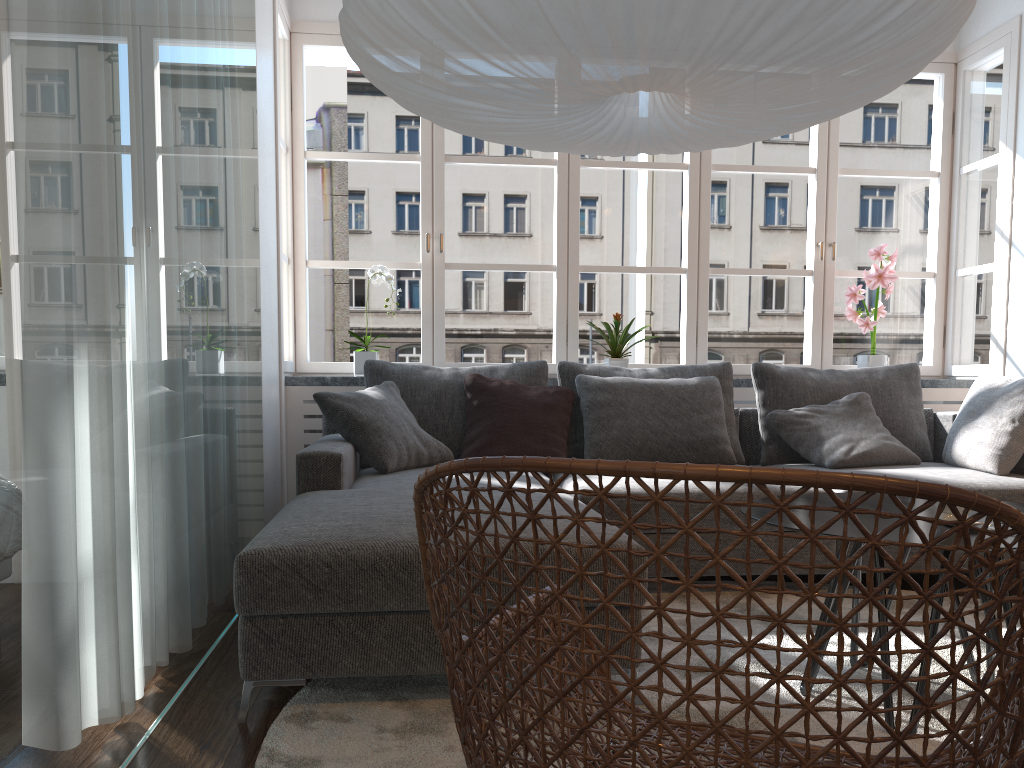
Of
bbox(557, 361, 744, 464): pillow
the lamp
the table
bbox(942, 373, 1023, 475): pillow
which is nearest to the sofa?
bbox(942, 373, 1023, 475): pillow

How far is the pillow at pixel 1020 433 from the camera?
3.5m

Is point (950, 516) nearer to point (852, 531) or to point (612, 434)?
point (852, 531)

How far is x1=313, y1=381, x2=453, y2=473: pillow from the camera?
3.37m

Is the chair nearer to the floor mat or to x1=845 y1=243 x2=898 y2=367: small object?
the floor mat

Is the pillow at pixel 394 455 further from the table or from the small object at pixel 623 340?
the table

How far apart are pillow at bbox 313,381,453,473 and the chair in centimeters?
186cm

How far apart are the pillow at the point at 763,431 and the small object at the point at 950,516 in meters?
2.0

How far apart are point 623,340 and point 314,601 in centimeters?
266cm

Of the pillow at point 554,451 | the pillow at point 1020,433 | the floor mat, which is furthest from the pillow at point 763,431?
the pillow at point 554,451
